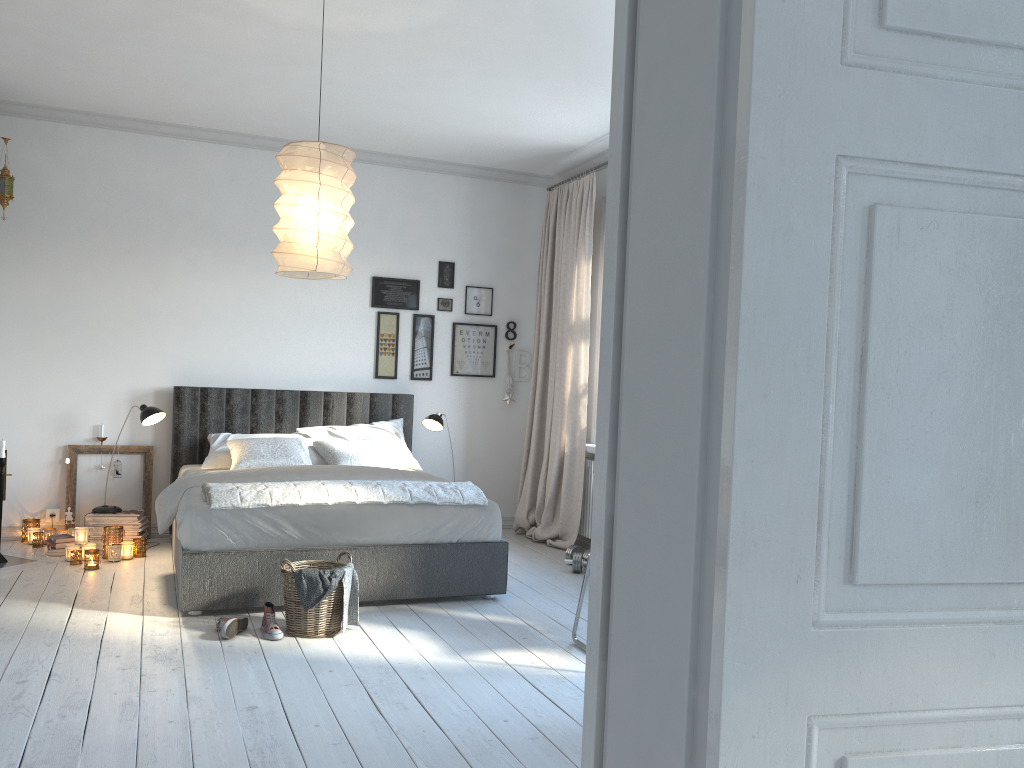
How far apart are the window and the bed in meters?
1.2 m

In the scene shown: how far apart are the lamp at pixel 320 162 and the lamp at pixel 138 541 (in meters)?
2.50

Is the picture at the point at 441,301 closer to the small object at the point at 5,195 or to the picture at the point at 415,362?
the picture at the point at 415,362

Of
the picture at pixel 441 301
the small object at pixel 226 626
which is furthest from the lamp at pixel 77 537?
the picture at pixel 441 301

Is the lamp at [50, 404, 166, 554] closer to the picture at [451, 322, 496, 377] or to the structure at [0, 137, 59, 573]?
the structure at [0, 137, 59, 573]

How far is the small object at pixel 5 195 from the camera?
5.4m

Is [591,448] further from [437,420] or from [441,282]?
[441,282]

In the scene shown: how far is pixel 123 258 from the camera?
6.0 meters

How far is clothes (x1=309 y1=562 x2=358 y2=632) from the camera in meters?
4.0 m

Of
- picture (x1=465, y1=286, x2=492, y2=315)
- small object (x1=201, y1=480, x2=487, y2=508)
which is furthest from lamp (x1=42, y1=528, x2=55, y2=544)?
picture (x1=465, y1=286, x2=492, y2=315)
